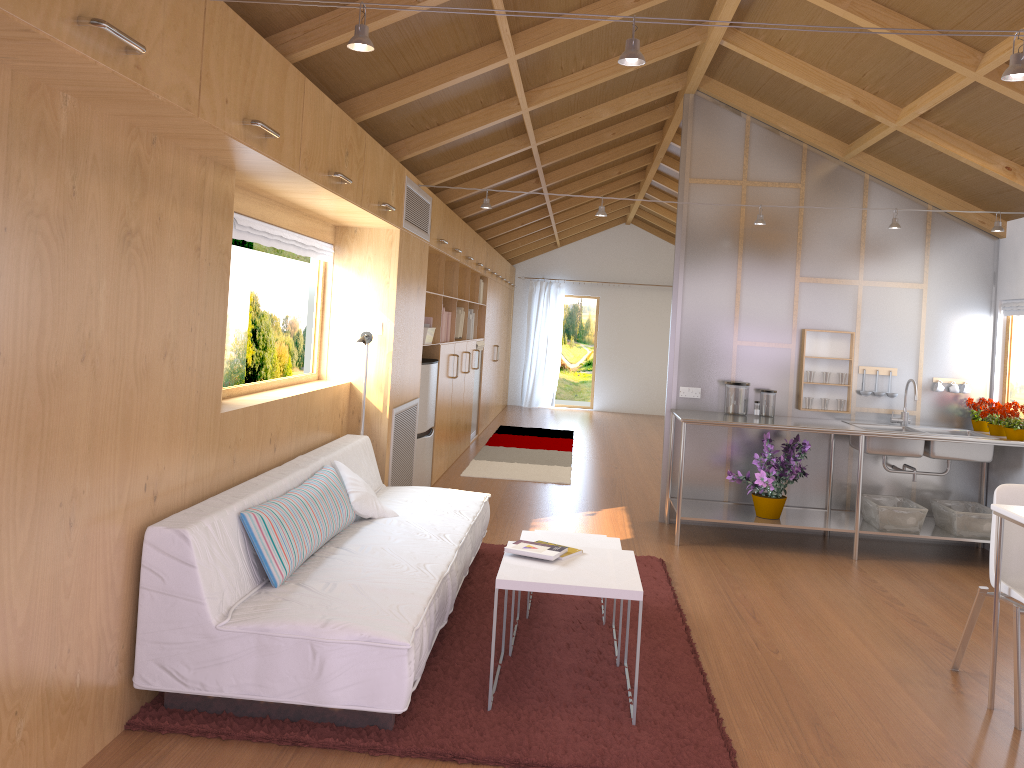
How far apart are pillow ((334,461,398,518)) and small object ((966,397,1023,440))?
3.76m

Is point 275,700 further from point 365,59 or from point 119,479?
point 365,59

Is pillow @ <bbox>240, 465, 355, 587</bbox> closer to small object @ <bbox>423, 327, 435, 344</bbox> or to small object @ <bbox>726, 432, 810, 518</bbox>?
small object @ <bbox>423, 327, 435, 344</bbox>

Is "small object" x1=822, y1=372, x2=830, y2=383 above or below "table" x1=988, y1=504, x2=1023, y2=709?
above

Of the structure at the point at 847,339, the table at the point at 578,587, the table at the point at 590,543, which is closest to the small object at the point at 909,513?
the structure at the point at 847,339

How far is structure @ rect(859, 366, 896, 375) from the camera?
5.96m

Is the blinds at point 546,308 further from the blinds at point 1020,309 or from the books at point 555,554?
the books at point 555,554

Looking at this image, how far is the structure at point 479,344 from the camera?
9.4 meters

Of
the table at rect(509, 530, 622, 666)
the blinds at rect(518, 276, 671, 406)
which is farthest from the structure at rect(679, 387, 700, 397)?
the blinds at rect(518, 276, 671, 406)

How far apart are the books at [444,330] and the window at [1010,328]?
4.1 meters
